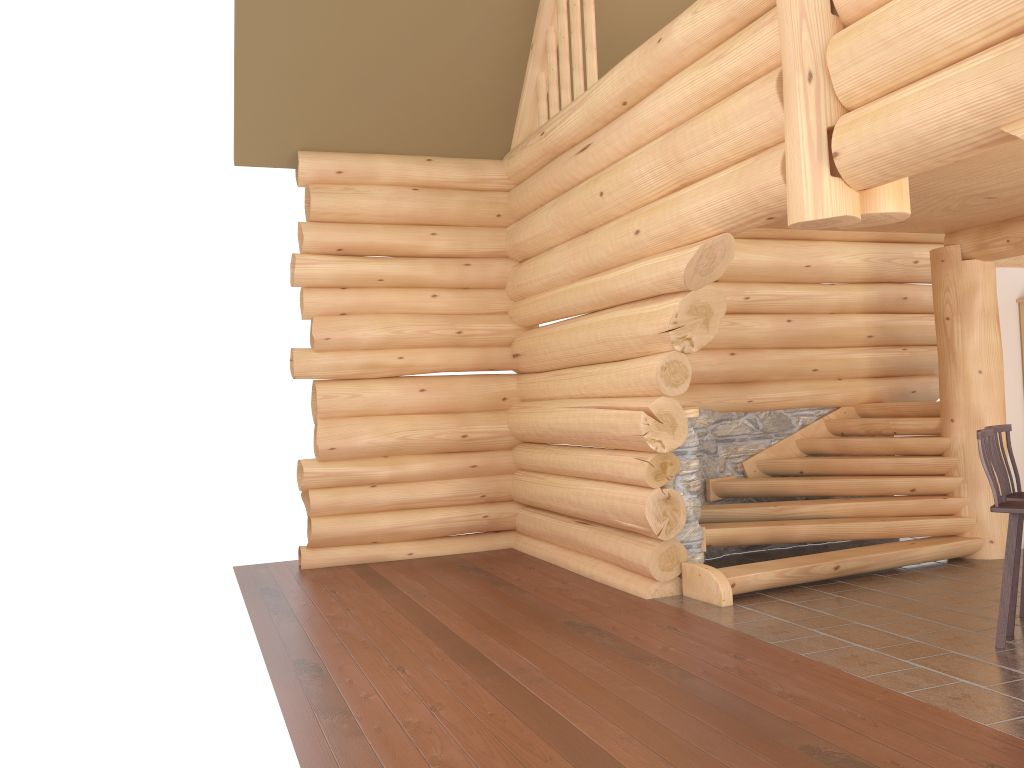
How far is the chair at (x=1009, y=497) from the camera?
5.8 meters

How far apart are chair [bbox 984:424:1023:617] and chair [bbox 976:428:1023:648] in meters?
0.3

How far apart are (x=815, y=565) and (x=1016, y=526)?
2.06m

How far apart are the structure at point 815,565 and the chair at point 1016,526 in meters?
1.7

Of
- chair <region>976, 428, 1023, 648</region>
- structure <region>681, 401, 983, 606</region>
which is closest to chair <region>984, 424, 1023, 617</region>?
chair <region>976, 428, 1023, 648</region>

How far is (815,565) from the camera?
7.24m

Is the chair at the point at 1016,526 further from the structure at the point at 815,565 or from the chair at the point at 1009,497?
the structure at the point at 815,565

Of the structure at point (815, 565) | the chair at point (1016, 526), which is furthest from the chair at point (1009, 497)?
the structure at point (815, 565)

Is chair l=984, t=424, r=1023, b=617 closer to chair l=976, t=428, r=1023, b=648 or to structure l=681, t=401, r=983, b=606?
chair l=976, t=428, r=1023, b=648

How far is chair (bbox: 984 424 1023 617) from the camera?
5.8 meters
